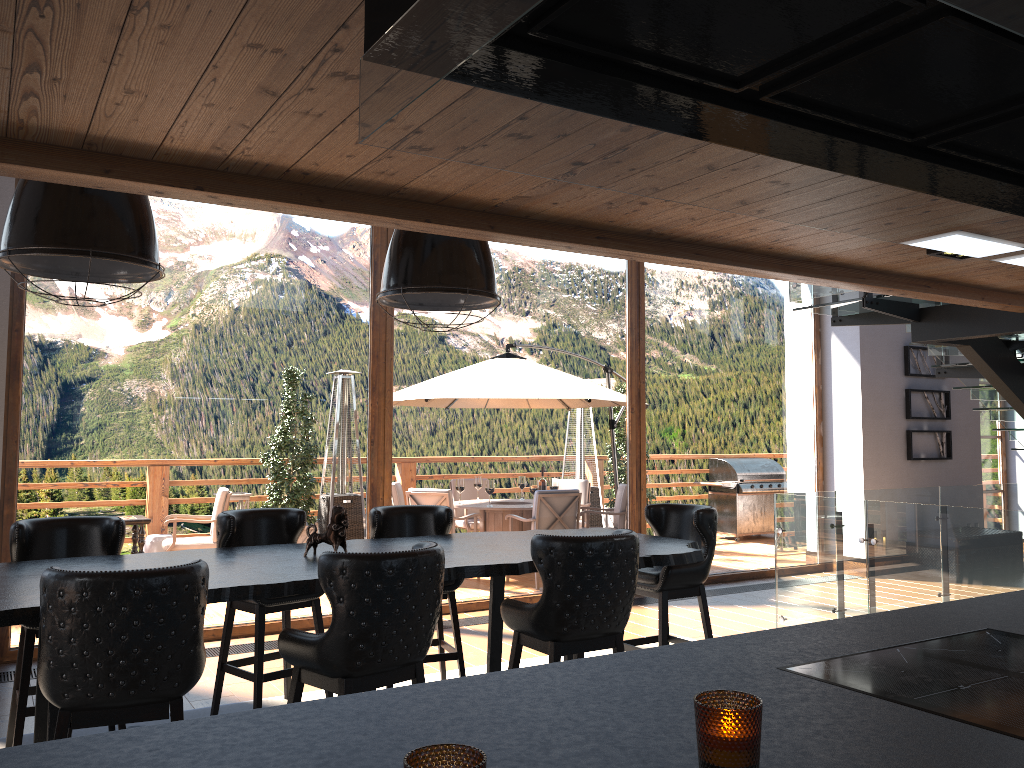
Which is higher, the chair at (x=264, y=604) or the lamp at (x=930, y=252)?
the lamp at (x=930, y=252)

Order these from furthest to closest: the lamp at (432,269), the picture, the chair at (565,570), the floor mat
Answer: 1. the picture
2. the floor mat
3. the lamp at (432,269)
4. the chair at (565,570)

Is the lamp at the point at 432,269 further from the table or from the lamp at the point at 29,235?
the table

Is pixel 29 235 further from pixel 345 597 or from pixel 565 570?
pixel 565 570

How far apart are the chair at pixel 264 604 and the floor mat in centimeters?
10cm

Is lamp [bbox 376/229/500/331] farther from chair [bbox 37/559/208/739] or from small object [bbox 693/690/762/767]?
small object [bbox 693/690/762/767]

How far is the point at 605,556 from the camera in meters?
3.6

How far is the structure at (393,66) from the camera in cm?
119

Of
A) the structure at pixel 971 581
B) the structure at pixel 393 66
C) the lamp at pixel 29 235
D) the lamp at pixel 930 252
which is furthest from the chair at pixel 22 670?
the structure at pixel 971 581

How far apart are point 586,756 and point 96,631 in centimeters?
213cm
